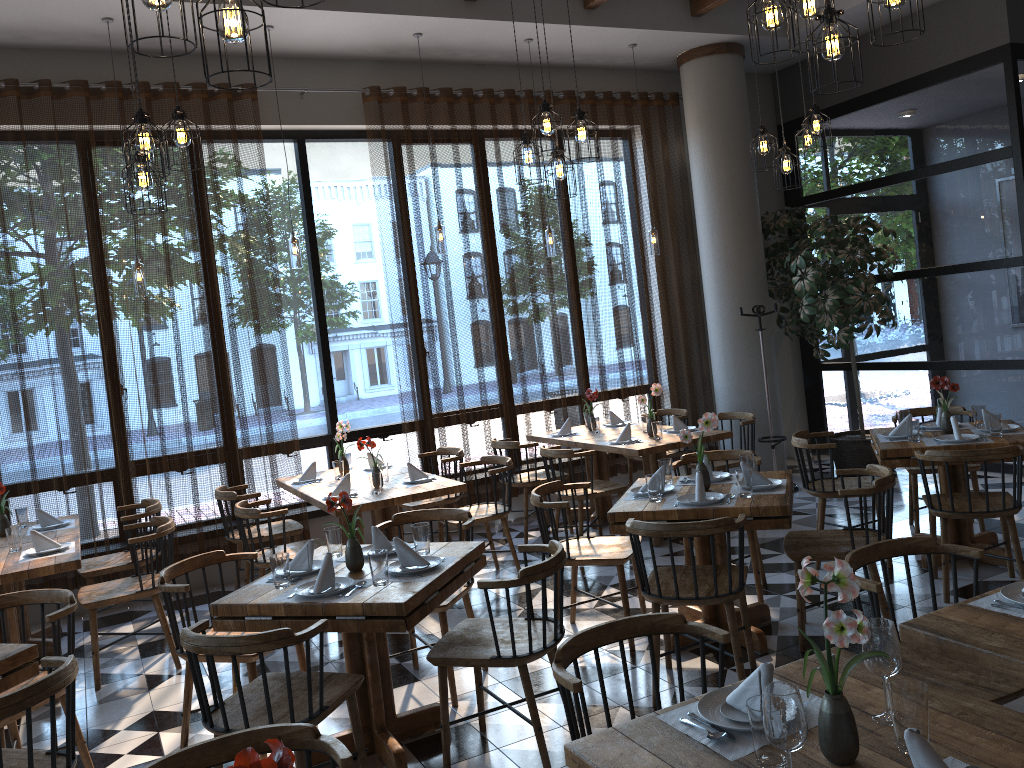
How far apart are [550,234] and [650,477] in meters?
3.4 m

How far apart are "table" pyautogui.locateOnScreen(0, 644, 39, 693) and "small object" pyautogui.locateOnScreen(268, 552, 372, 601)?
0.87m

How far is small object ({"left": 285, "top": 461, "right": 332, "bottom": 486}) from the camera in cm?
636

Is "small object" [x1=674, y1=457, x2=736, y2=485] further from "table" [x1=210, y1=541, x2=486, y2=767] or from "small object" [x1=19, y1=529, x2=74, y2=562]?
"small object" [x1=19, y1=529, x2=74, y2=562]

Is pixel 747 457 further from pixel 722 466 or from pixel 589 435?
pixel 589 435

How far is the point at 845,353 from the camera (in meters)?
8.98

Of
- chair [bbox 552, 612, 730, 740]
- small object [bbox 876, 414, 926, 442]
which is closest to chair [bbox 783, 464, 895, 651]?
small object [bbox 876, 414, 926, 442]

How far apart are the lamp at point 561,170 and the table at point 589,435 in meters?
2.4

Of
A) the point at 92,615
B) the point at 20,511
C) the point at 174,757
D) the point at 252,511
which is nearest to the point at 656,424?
the point at 252,511

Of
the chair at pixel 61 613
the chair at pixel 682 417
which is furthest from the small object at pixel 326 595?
the chair at pixel 682 417
